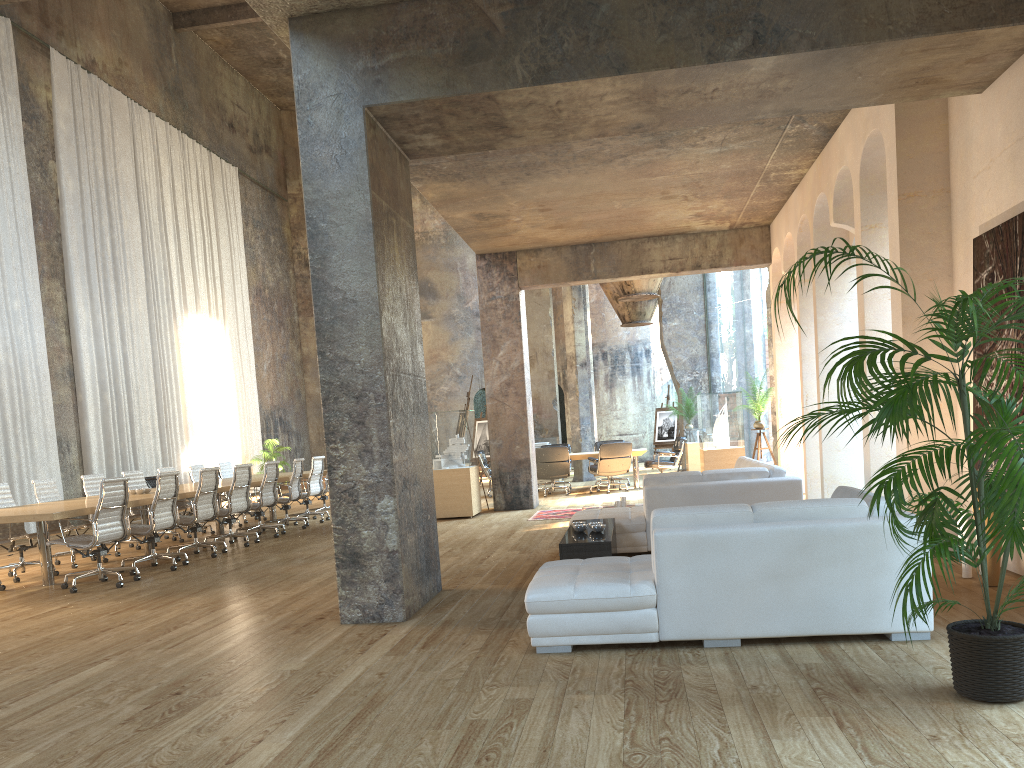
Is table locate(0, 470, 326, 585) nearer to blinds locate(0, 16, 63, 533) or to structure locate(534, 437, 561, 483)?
blinds locate(0, 16, 63, 533)

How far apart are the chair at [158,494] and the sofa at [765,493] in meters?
4.2 m

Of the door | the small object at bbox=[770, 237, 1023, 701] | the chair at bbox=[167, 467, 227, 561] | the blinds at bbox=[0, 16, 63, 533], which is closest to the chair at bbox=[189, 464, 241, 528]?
the blinds at bbox=[0, 16, 63, 533]

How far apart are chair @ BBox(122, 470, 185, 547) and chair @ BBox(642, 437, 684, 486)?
8.4m

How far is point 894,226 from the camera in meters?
7.0

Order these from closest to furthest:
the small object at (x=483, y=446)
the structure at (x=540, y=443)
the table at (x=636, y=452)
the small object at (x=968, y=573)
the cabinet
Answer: the small object at (x=968, y=573) → the cabinet → the table at (x=636, y=452) → the structure at (x=540, y=443) → the small object at (x=483, y=446)

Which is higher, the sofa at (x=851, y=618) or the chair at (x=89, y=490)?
the chair at (x=89, y=490)

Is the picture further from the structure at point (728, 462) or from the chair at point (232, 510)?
the chair at point (232, 510)

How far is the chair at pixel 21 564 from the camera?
9.2m

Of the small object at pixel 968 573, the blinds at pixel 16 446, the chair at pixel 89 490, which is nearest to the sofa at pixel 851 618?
the small object at pixel 968 573
